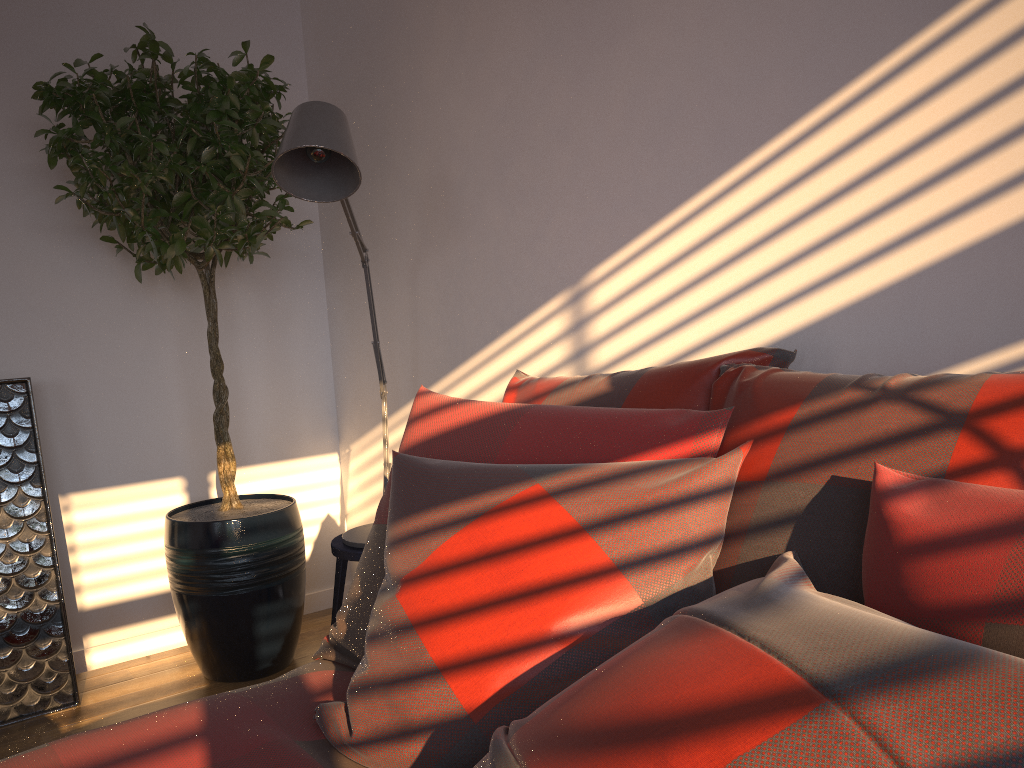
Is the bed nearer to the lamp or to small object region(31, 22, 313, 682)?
the lamp

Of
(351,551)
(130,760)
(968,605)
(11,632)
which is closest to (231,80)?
(351,551)

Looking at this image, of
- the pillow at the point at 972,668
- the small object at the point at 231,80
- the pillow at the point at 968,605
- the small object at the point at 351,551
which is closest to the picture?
the small object at the point at 231,80

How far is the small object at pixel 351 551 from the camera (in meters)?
2.48

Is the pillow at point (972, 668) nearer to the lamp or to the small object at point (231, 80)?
the lamp

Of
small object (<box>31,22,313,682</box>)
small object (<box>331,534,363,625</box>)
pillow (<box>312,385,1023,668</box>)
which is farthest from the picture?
pillow (<box>312,385,1023,668</box>)

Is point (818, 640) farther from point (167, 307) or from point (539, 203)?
point (167, 307)

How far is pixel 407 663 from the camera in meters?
1.2

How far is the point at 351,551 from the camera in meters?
2.5

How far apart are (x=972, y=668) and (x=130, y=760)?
1.0 meters
